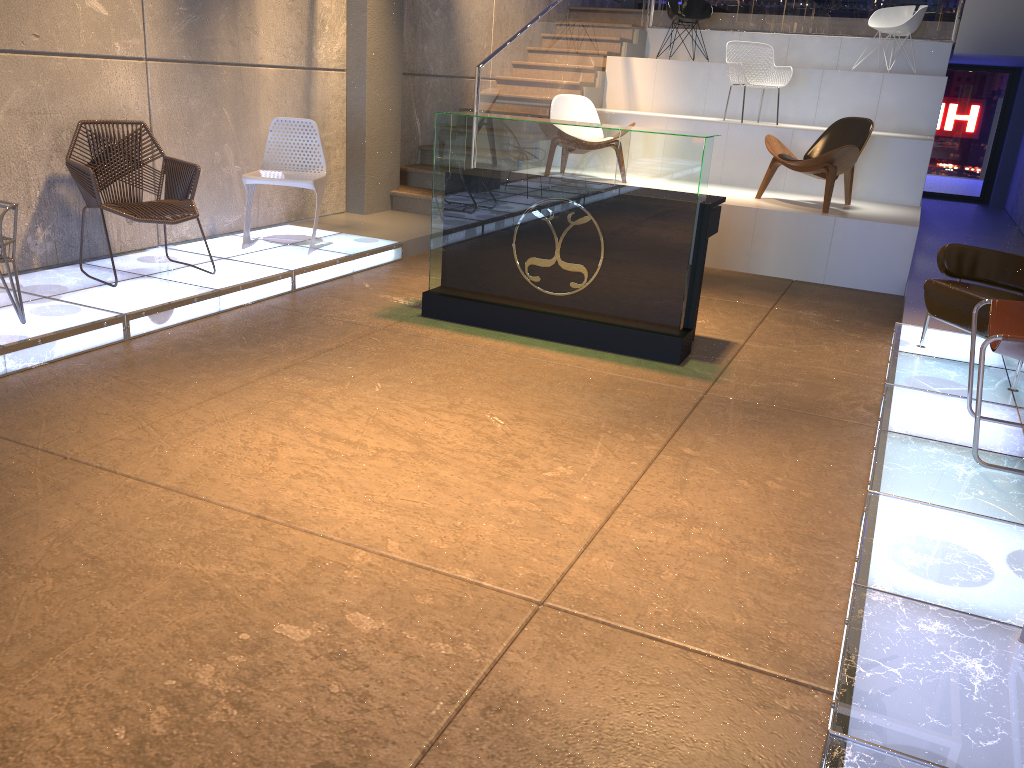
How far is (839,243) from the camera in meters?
7.1 m

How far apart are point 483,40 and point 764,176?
3.9m

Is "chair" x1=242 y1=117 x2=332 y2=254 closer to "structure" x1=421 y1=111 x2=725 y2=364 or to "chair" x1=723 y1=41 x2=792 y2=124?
"structure" x1=421 y1=111 x2=725 y2=364

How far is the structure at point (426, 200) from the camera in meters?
8.4 m

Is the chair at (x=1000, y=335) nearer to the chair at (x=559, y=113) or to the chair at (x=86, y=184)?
the chair at (x=86, y=184)

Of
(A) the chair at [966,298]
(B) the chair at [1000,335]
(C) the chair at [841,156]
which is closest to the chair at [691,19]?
(C) the chair at [841,156]

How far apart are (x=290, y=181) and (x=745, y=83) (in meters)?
5.11

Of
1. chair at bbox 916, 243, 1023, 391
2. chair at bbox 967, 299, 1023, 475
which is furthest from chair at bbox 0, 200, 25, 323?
chair at bbox 916, 243, 1023, 391

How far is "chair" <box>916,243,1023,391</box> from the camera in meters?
4.5 m

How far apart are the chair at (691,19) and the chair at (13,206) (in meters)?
8.54
